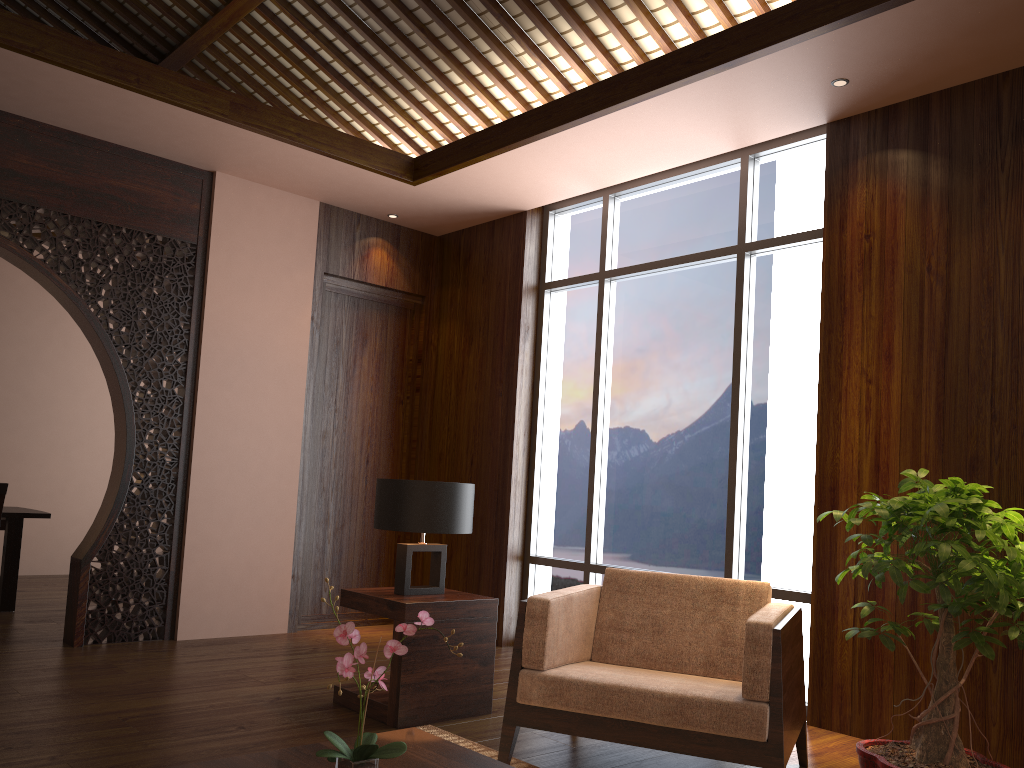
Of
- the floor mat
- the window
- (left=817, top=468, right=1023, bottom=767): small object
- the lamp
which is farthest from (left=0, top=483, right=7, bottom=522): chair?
(left=817, top=468, right=1023, bottom=767): small object

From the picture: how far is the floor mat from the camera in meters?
3.1 m

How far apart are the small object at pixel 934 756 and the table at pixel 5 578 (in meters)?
5.03

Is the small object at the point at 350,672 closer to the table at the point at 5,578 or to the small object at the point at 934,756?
the small object at the point at 934,756

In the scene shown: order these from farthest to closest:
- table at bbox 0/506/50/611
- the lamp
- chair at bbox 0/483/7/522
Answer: table at bbox 0/506/50/611
chair at bbox 0/483/7/522
the lamp

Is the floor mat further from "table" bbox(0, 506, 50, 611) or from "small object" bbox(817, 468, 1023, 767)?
"table" bbox(0, 506, 50, 611)

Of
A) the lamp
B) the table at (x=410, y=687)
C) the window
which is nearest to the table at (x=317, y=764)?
the table at (x=410, y=687)

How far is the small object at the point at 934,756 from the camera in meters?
2.9 m

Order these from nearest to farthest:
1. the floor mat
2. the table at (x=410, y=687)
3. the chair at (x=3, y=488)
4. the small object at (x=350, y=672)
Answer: the small object at (x=350, y=672) < the floor mat < the table at (x=410, y=687) < the chair at (x=3, y=488)

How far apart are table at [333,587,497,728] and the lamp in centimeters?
3cm
